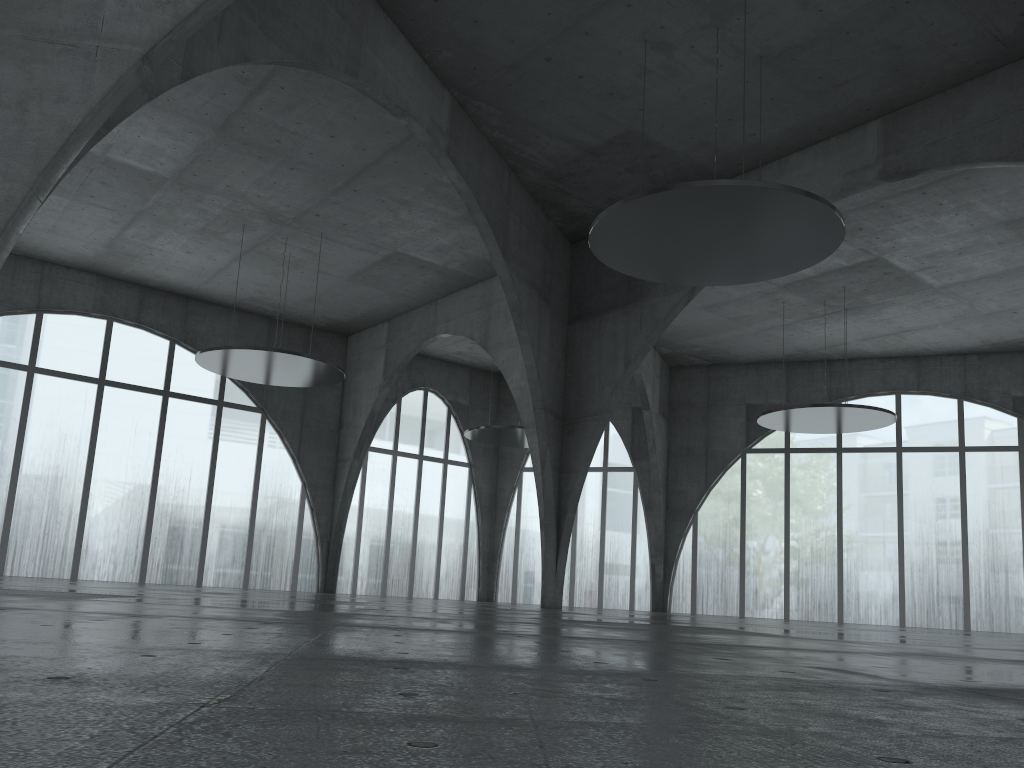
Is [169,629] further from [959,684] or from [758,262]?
[758,262]
